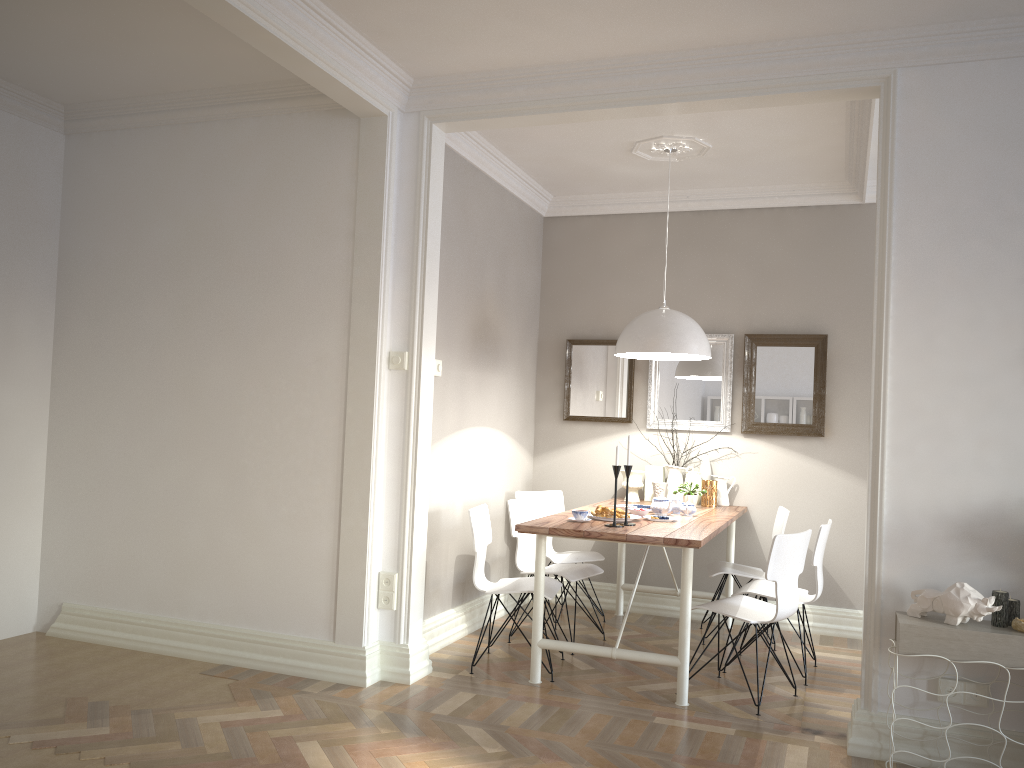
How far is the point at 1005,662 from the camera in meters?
3.0 m

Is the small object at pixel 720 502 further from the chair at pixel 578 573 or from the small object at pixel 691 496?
the chair at pixel 578 573

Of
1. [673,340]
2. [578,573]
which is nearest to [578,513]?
[578,573]

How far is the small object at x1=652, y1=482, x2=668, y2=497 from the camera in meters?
5.6

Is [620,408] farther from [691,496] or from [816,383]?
[816,383]

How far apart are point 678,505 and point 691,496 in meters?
0.5 m

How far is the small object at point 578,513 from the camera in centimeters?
432cm

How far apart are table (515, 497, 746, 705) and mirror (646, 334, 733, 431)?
0.6 meters

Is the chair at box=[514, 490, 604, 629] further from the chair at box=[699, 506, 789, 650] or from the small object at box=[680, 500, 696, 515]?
the small object at box=[680, 500, 696, 515]

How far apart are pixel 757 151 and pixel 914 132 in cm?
155
